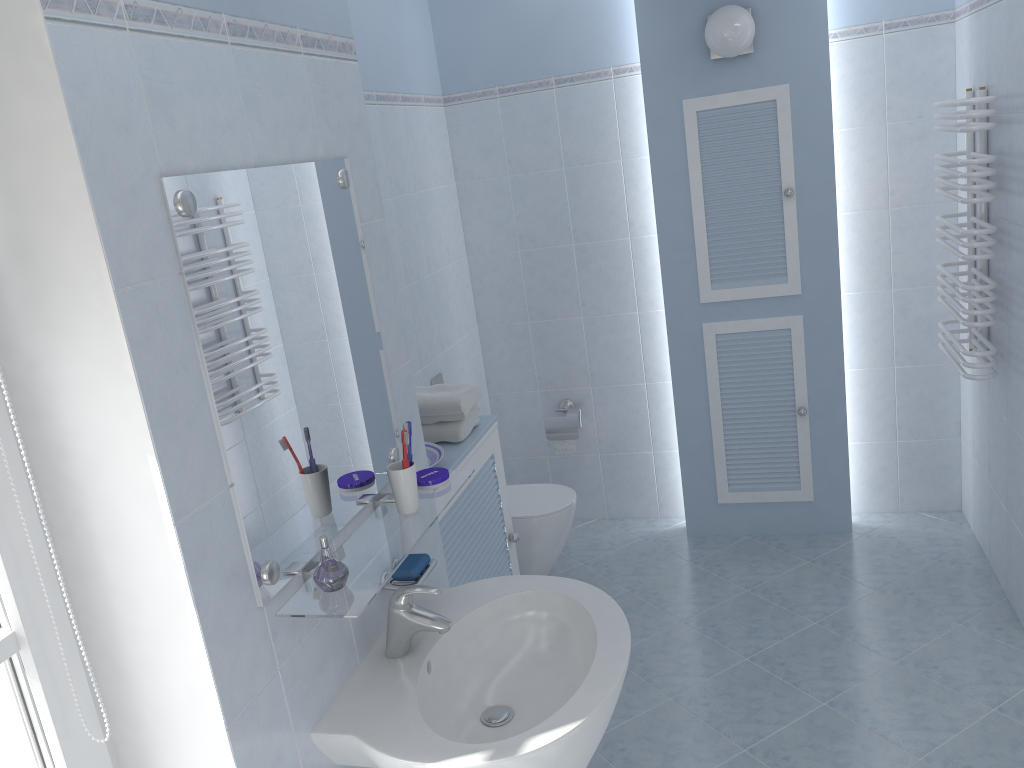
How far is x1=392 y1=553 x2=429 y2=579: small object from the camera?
1.8m

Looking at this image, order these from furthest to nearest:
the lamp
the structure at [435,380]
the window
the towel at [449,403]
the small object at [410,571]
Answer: the structure at [435,380]
the lamp
the towel at [449,403]
the small object at [410,571]
the window

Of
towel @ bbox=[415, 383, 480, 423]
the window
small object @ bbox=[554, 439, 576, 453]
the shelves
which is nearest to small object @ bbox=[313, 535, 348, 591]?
the shelves

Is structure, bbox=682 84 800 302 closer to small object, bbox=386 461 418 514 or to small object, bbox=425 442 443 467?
small object, bbox=425 442 443 467

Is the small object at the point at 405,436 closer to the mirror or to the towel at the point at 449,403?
the mirror

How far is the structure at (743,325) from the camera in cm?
366

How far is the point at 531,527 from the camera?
3.5 meters

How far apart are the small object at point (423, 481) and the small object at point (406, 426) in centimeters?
17cm

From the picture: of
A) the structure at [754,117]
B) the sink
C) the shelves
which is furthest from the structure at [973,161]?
the shelves

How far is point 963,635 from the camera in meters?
3.0
